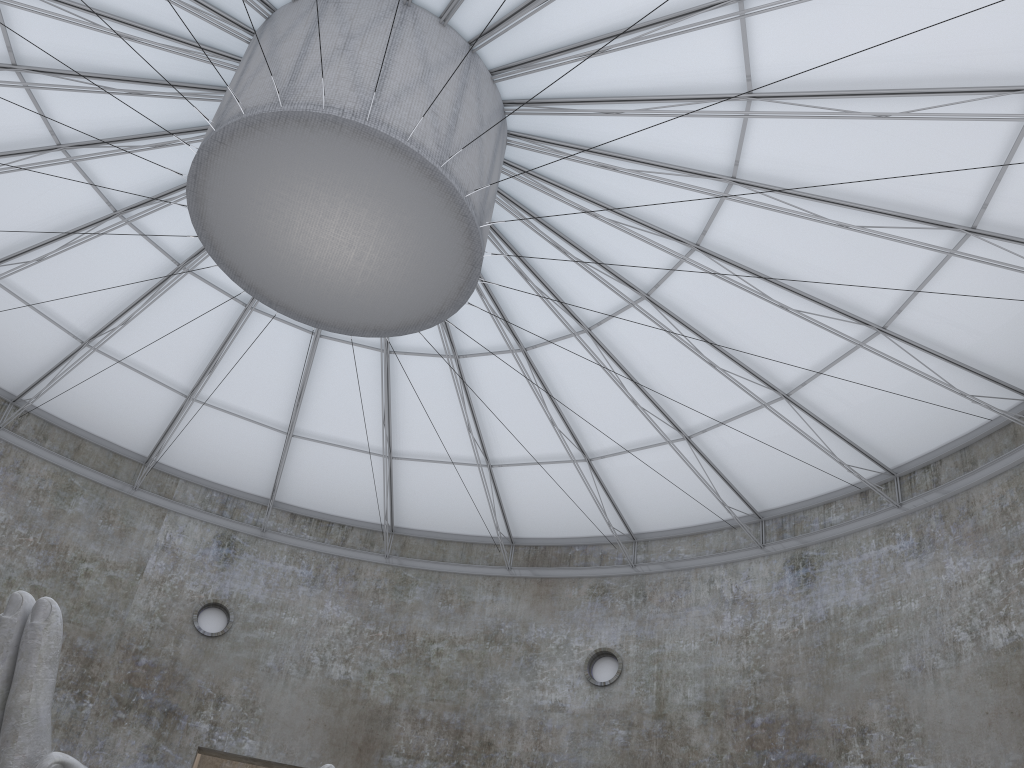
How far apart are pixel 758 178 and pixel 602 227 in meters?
4.4

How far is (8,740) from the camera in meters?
12.0

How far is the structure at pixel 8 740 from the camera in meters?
12.0 m

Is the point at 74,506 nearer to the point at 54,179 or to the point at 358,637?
the point at 358,637

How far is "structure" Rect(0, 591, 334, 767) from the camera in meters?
12.0 m

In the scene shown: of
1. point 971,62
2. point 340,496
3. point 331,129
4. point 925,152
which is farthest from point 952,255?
point 340,496
